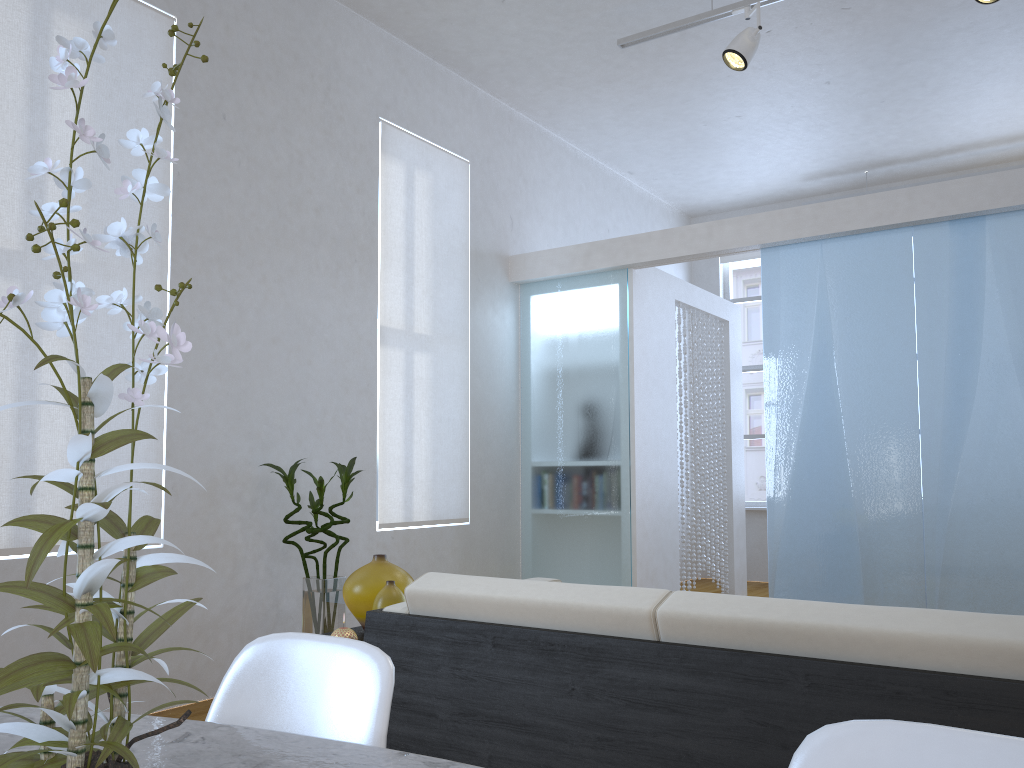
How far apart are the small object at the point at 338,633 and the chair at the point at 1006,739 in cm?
161

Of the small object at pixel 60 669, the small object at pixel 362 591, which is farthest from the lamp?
the small object at pixel 60 669

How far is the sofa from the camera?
1.4 meters

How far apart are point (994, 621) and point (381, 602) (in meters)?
1.44

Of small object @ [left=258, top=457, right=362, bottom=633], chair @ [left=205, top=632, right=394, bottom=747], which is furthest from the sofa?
small object @ [left=258, top=457, right=362, bottom=633]

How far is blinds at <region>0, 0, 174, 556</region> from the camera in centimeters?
300cm

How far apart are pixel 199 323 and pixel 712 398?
5.2 meters

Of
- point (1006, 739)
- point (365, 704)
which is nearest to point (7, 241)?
point (365, 704)

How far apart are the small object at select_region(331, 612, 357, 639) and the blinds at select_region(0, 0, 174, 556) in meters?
1.5 m

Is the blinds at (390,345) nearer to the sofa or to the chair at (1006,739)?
the sofa
